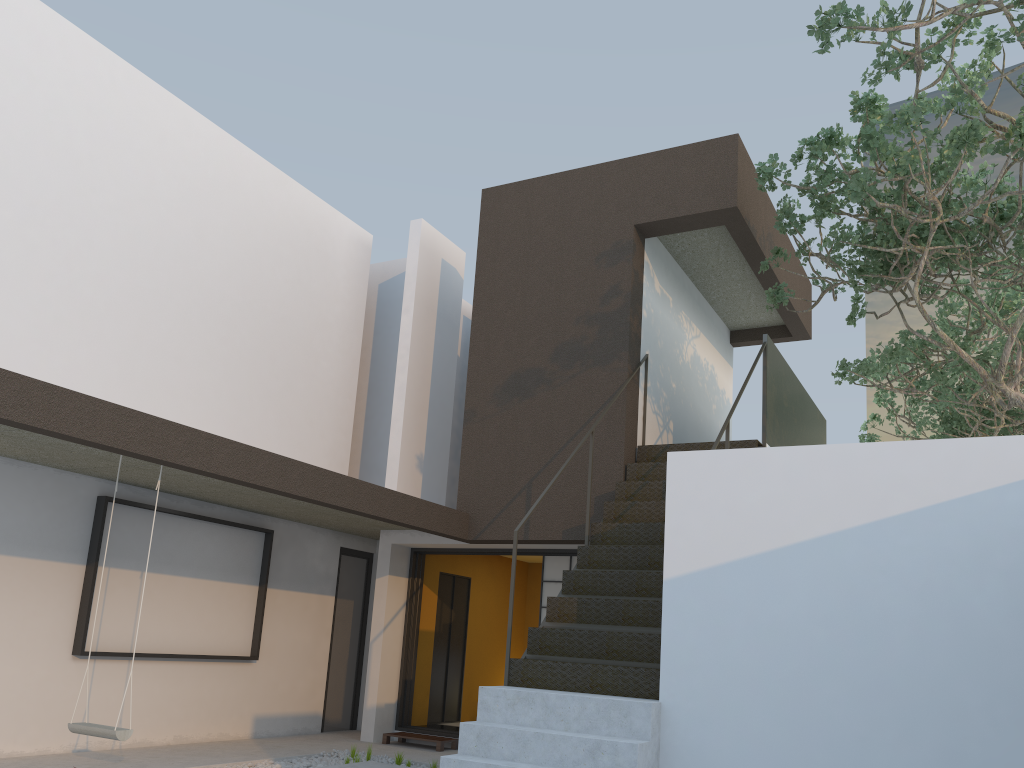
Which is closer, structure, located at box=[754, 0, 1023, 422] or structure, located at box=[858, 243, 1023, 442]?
structure, located at box=[754, 0, 1023, 422]

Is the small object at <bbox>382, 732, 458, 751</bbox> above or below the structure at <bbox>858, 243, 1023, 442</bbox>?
below

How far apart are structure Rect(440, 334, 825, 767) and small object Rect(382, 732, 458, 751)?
2.80m

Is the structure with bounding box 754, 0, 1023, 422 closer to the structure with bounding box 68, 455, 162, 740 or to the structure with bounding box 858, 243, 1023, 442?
the structure with bounding box 858, 243, 1023, 442

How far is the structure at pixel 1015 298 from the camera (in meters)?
9.53

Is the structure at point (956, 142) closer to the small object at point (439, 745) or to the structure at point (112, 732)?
the small object at point (439, 745)

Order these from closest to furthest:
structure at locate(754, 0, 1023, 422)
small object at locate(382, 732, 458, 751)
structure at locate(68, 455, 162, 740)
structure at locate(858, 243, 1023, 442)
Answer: structure at locate(68, 455, 162, 740) → structure at locate(754, 0, 1023, 422) → small object at locate(382, 732, 458, 751) → structure at locate(858, 243, 1023, 442)

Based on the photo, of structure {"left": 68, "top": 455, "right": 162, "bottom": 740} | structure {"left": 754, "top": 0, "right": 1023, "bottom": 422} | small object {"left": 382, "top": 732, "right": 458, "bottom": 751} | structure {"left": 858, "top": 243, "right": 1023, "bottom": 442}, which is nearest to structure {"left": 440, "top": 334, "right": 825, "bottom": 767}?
structure {"left": 754, "top": 0, "right": 1023, "bottom": 422}

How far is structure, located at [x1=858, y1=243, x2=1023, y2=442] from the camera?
9.53m

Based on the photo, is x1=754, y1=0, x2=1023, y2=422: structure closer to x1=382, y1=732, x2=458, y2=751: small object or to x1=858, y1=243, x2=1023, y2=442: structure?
x1=858, y1=243, x2=1023, y2=442: structure
